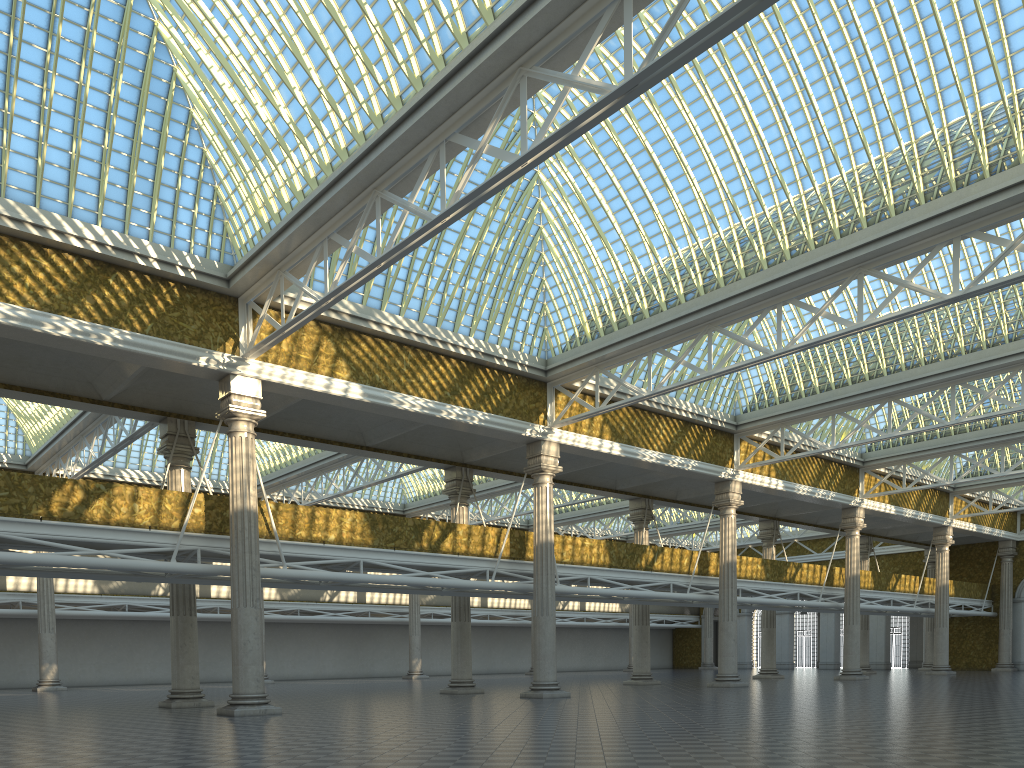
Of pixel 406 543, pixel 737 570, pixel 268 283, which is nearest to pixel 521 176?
pixel 268 283

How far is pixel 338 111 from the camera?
18.8m
